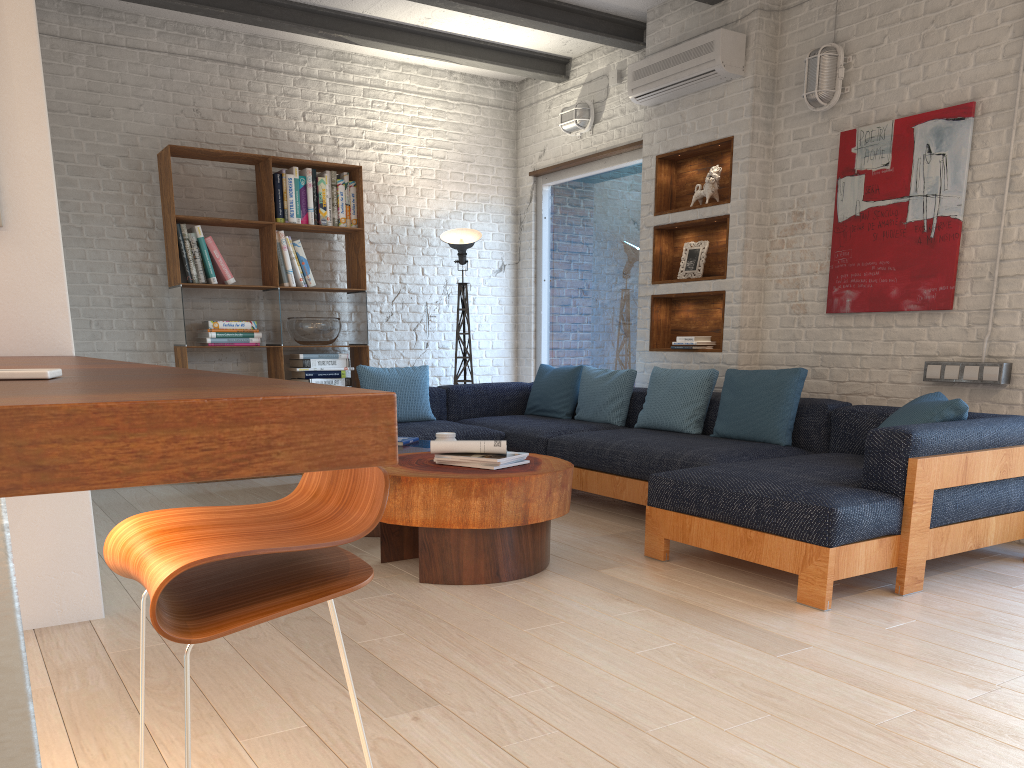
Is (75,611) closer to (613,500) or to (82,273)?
(613,500)

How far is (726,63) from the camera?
5.3m

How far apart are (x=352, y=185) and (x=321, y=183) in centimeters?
26cm

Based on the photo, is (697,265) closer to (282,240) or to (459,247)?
(459,247)

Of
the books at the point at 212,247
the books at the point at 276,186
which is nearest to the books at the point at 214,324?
the books at the point at 212,247

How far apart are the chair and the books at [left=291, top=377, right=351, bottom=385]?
5.1 meters

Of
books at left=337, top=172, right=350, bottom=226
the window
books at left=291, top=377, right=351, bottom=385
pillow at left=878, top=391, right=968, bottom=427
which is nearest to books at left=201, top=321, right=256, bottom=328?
books at left=291, top=377, right=351, bottom=385

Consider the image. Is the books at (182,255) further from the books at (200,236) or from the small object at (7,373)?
the small object at (7,373)

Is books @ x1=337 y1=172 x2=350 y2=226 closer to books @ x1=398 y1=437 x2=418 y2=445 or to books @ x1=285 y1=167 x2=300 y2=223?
books @ x1=285 y1=167 x2=300 y2=223

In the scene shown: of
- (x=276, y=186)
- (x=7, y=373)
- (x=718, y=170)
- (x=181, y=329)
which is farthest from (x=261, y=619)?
(x=276, y=186)
